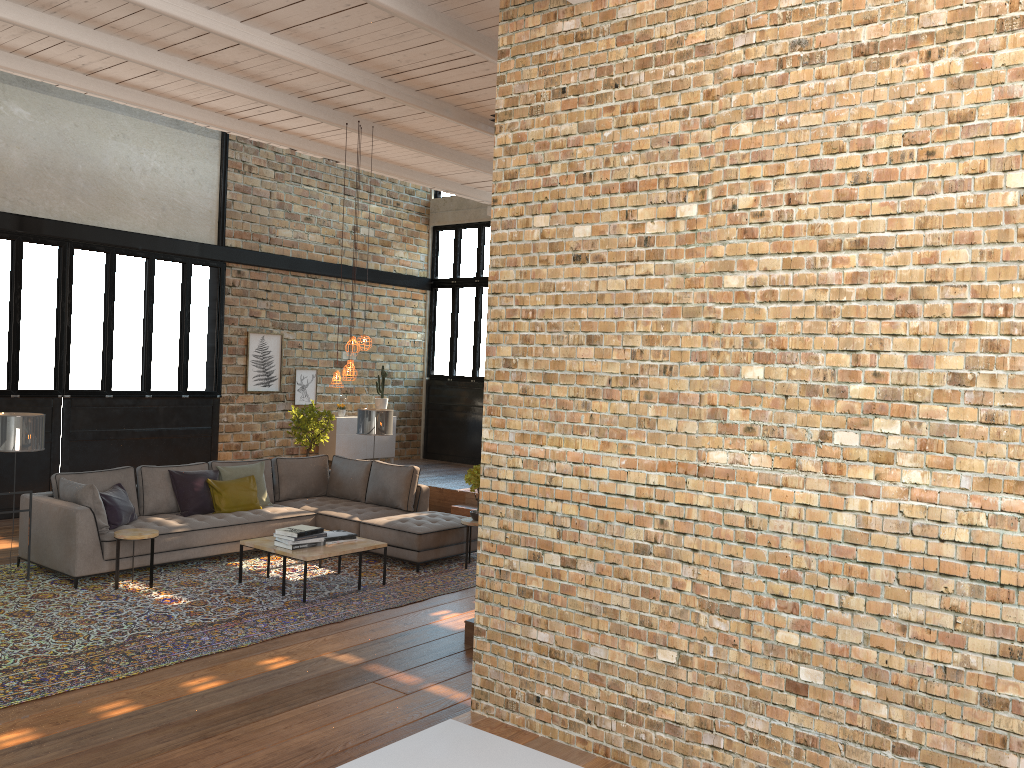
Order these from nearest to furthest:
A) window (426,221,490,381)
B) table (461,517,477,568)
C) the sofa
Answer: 1. the sofa
2. table (461,517,477,568)
3. window (426,221,490,381)

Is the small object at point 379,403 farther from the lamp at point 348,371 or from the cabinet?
the lamp at point 348,371

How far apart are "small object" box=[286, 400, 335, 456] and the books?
4.6m

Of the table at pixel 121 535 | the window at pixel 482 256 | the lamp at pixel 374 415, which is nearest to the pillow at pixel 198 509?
the table at pixel 121 535

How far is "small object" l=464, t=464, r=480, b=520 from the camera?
8.62m

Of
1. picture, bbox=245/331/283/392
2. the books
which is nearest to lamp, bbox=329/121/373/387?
the books

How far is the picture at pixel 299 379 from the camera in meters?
13.5

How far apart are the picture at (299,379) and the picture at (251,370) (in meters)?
0.35

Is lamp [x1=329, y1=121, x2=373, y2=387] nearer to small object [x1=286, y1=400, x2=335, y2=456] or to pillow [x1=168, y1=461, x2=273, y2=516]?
pillow [x1=168, y1=461, x2=273, y2=516]

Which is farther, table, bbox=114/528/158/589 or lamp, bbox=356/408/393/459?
lamp, bbox=356/408/393/459
